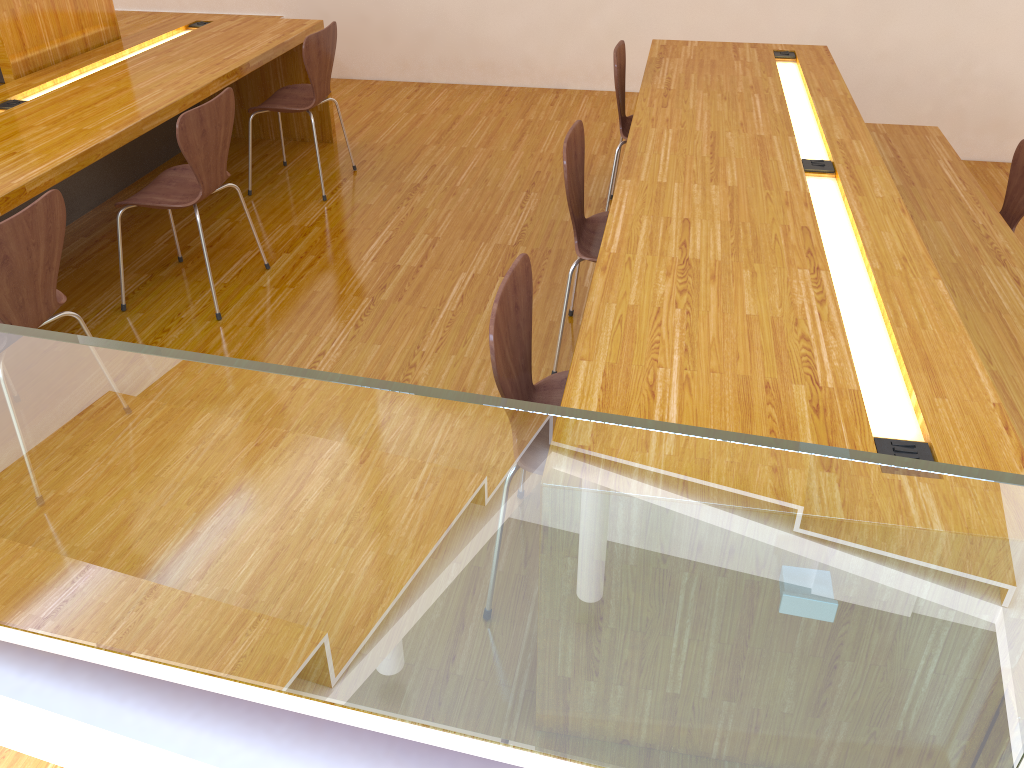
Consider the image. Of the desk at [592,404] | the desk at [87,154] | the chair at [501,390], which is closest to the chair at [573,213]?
the desk at [592,404]

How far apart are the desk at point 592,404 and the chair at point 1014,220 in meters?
0.2 m

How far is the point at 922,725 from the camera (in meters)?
1.36

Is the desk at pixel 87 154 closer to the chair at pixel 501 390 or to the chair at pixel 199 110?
the chair at pixel 199 110

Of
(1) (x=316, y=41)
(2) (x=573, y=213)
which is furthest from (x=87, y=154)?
(2) (x=573, y=213)

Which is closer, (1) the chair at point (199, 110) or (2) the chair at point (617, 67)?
(1) the chair at point (199, 110)

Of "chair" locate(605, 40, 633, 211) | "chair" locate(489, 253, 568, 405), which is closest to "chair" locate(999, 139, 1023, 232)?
"chair" locate(605, 40, 633, 211)

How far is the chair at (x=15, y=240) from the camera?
2.1 meters

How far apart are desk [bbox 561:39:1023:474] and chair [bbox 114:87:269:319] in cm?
134

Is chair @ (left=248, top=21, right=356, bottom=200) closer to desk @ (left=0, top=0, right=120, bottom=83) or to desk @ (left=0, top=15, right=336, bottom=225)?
desk @ (left=0, top=15, right=336, bottom=225)
